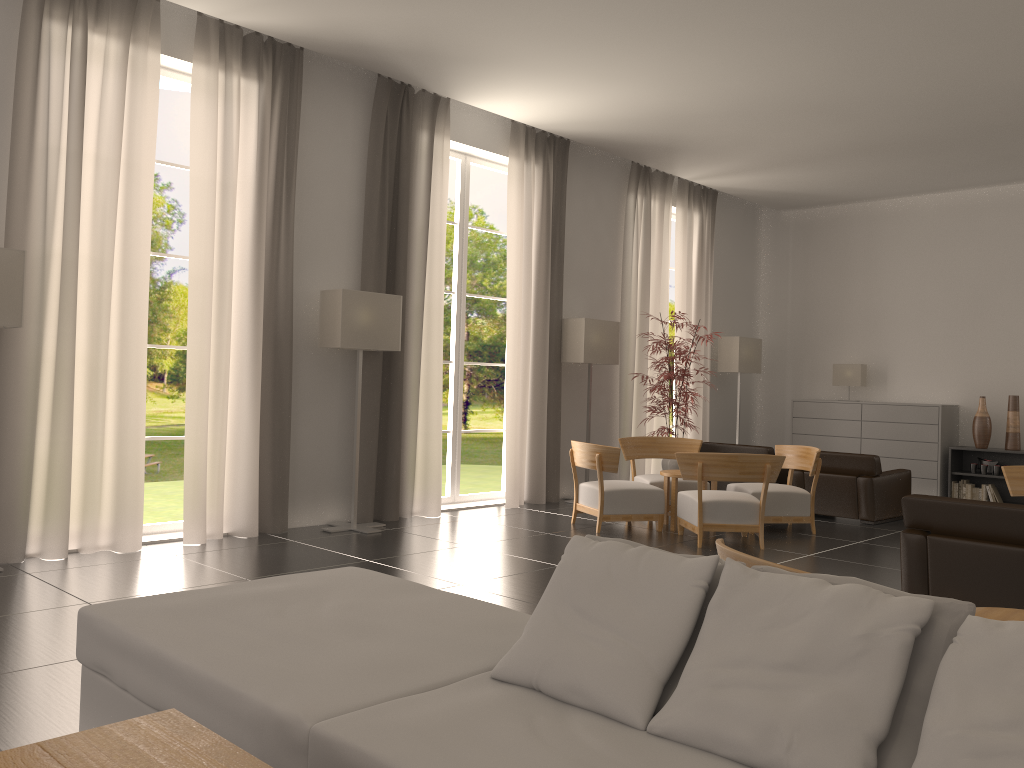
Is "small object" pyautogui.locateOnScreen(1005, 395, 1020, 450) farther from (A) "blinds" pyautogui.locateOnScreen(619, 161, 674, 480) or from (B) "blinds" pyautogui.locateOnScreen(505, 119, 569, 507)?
(B) "blinds" pyautogui.locateOnScreen(505, 119, 569, 507)

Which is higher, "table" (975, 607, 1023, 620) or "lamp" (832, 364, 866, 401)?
"lamp" (832, 364, 866, 401)

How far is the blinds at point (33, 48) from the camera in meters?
9.2 m

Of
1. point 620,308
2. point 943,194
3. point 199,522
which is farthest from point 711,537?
point 943,194

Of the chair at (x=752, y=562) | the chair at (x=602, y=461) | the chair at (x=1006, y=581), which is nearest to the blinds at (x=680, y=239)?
the chair at (x=602, y=461)

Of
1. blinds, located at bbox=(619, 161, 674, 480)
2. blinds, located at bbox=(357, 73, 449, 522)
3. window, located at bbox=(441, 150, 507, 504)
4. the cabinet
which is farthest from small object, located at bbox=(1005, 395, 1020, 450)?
blinds, located at bbox=(357, 73, 449, 522)

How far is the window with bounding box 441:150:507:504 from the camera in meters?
14.5 m

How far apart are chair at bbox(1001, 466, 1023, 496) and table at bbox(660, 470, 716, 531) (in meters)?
4.09

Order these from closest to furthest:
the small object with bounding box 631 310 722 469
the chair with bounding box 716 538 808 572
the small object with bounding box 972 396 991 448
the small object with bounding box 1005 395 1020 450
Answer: the chair with bounding box 716 538 808 572 → the small object with bounding box 631 310 722 469 → the small object with bounding box 1005 395 1020 450 → the small object with bounding box 972 396 991 448

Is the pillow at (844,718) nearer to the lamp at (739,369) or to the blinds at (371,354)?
the blinds at (371,354)
